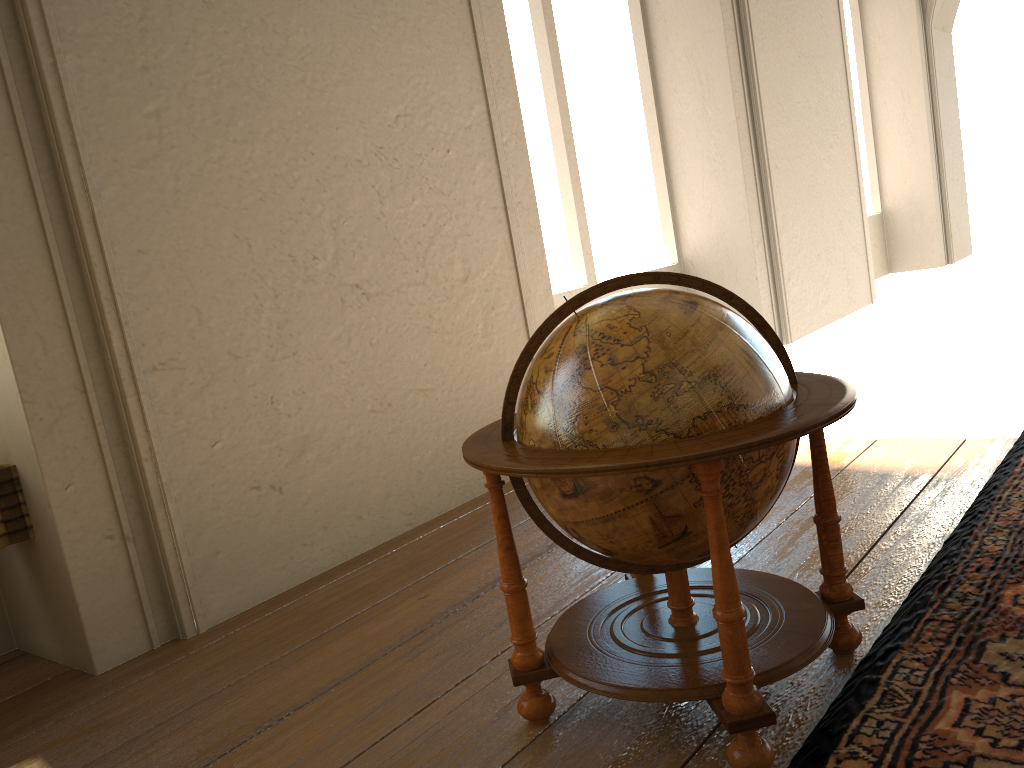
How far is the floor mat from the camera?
Result: 2.47m

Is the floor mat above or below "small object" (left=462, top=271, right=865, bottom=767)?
below

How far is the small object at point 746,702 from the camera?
2.5 meters

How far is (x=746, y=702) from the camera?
2.5 meters

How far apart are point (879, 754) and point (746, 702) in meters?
0.4 m

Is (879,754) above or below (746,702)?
below

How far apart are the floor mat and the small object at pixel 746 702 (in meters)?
0.06

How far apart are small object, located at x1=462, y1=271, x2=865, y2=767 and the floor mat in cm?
6

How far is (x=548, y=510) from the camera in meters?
2.8 m

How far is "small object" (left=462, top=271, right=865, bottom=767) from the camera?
2.5m
